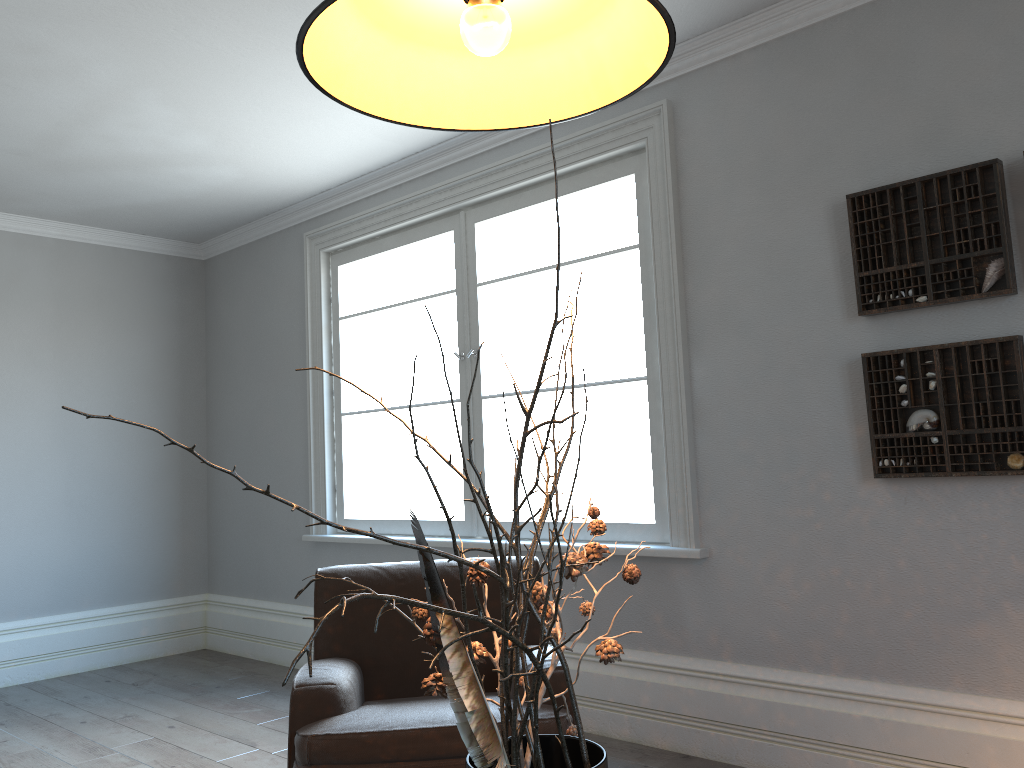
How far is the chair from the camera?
2.32m

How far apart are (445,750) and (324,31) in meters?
1.8 m

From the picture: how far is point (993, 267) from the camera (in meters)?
2.71

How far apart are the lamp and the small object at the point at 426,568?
0.5 meters

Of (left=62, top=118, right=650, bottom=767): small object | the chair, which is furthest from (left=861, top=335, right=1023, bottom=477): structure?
(left=62, top=118, right=650, bottom=767): small object

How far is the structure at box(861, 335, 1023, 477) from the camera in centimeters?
267cm

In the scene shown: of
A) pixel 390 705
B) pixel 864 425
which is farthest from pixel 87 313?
pixel 864 425

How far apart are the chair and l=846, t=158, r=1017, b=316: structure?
1.5 meters

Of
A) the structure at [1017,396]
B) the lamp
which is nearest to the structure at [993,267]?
the structure at [1017,396]

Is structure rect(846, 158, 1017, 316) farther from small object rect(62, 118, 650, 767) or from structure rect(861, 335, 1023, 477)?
small object rect(62, 118, 650, 767)
